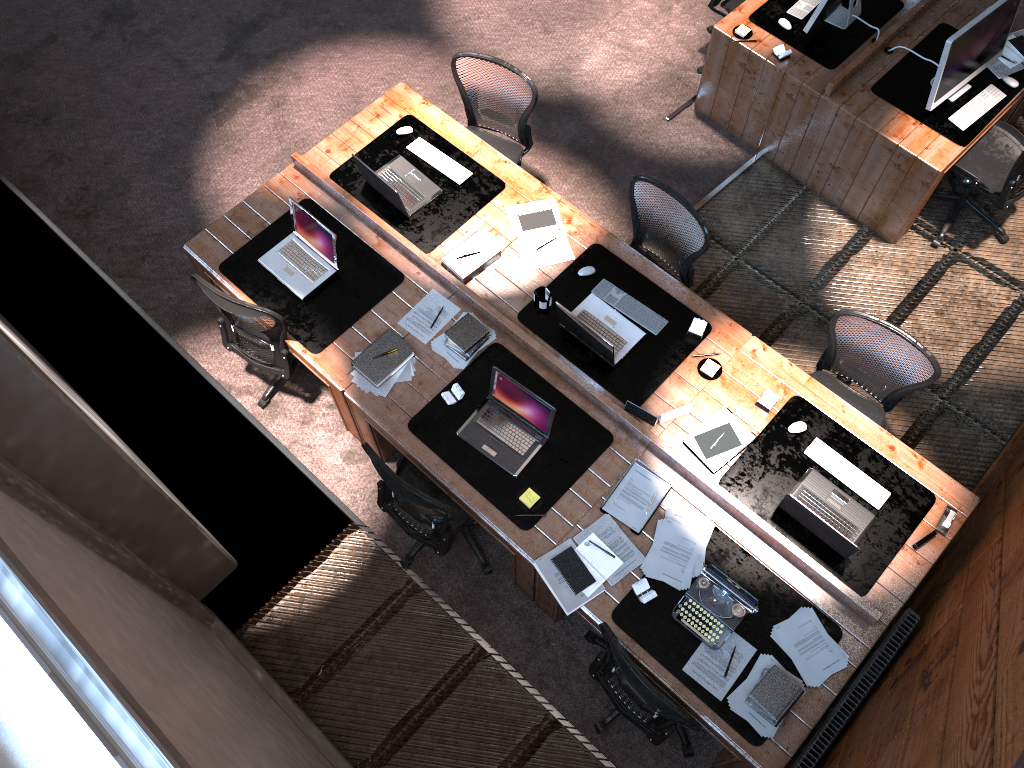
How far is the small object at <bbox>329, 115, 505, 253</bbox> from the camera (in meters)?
5.11

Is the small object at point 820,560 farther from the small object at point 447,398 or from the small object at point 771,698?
the small object at point 447,398

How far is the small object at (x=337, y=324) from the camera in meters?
4.8

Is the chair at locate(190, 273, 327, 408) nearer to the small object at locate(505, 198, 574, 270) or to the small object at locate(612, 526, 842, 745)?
the small object at locate(505, 198, 574, 270)

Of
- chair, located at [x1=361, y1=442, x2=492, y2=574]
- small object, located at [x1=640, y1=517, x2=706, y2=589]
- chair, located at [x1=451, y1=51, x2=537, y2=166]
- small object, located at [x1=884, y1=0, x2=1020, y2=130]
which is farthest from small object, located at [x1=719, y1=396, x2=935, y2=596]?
chair, located at [x1=451, y1=51, x2=537, y2=166]

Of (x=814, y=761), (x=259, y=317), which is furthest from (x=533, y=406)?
(x=814, y=761)

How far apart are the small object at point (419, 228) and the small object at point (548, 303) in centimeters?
67cm

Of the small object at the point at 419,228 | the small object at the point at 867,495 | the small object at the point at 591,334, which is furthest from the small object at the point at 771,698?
the small object at the point at 419,228

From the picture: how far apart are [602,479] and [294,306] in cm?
194

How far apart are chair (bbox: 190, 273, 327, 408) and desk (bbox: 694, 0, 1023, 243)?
3.45m
